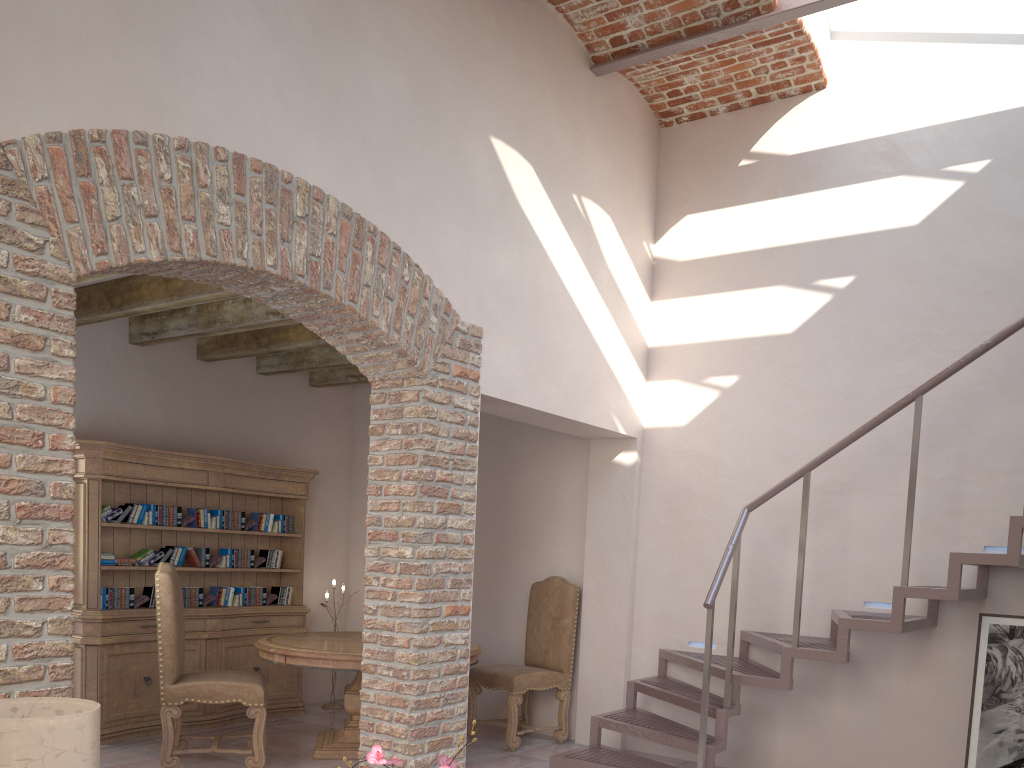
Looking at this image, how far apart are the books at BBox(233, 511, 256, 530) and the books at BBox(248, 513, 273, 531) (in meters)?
0.05

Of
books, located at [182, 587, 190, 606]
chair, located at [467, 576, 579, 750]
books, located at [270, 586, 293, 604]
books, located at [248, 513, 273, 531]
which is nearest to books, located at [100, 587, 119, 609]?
books, located at [182, 587, 190, 606]

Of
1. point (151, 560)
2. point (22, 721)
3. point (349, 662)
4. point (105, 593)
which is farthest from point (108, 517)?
point (22, 721)

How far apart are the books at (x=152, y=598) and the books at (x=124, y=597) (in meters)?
0.05

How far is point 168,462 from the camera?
6.2m

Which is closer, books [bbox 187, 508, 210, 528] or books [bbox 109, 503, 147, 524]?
books [bbox 109, 503, 147, 524]

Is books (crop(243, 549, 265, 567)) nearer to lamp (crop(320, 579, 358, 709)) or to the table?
the table

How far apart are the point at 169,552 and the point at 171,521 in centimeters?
23cm

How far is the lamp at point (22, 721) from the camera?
2.62m

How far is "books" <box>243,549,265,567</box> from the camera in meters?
6.9 m
